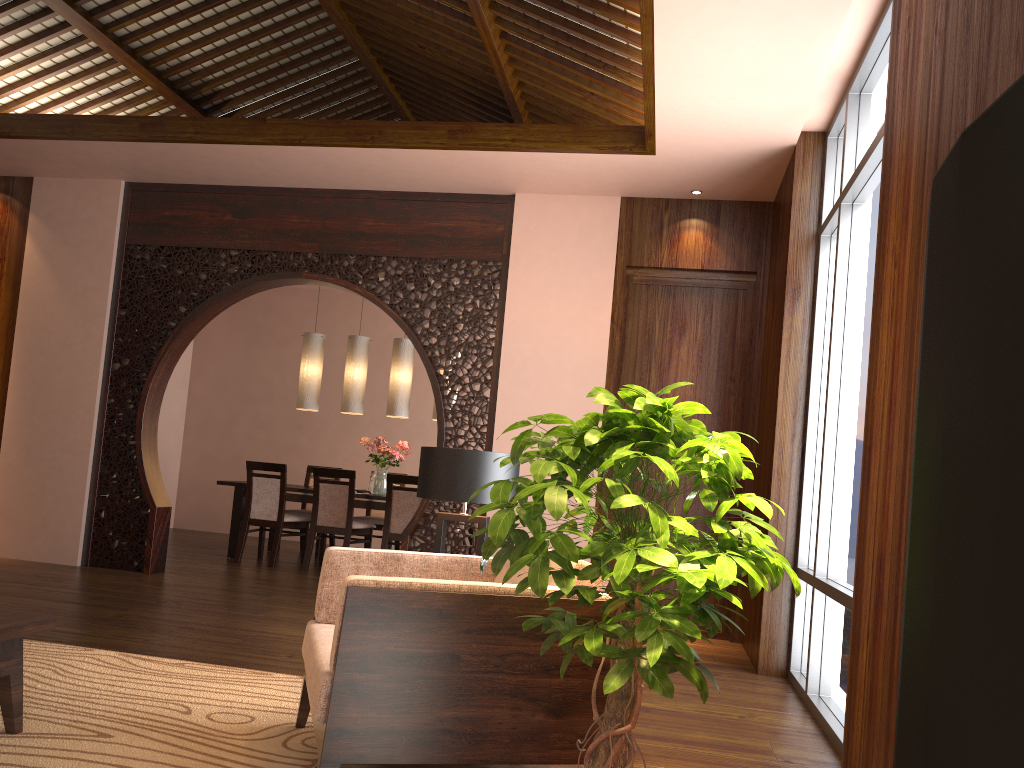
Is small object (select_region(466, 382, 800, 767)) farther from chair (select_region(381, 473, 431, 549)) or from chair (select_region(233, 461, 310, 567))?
chair (select_region(233, 461, 310, 567))

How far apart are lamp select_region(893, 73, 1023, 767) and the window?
3.3m

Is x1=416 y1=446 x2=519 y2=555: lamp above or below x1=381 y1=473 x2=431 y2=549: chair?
above

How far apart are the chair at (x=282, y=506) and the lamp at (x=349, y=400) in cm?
86

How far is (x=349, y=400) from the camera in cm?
791

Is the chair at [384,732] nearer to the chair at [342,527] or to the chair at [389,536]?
the chair at [389,536]

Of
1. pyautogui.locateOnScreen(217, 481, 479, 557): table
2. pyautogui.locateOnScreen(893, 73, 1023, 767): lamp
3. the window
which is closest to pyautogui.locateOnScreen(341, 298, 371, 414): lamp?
pyautogui.locateOnScreen(217, 481, 479, 557): table

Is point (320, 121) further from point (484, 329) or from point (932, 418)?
point (932, 418)

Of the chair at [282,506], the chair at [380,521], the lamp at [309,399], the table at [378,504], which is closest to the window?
the table at [378,504]

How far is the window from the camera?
3.6m
